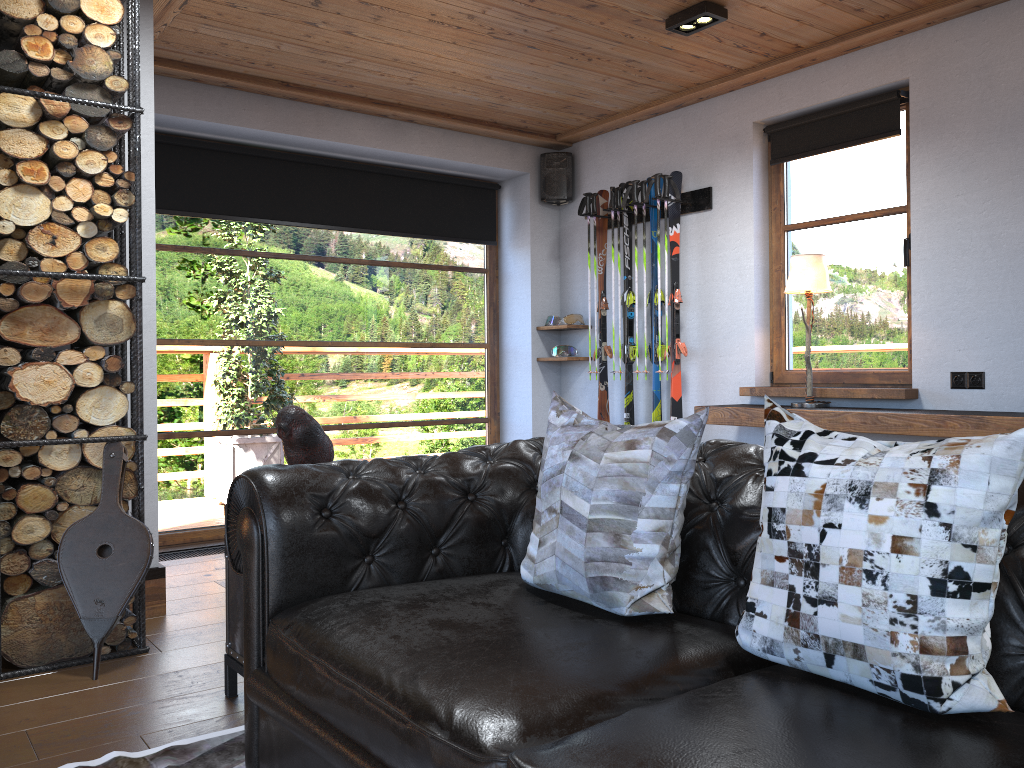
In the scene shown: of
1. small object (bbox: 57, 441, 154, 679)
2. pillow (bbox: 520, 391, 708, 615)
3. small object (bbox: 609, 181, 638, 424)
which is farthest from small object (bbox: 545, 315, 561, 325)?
pillow (bbox: 520, 391, 708, 615)

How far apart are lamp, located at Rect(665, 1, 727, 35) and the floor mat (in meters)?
3.44

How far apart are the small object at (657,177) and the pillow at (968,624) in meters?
3.8

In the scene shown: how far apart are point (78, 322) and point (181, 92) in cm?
221

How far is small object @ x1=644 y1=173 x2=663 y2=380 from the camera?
5.29m

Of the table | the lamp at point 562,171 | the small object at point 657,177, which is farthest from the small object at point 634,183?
the table

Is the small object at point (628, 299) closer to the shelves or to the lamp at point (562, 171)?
the lamp at point (562, 171)

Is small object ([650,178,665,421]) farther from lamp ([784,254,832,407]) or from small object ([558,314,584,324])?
lamp ([784,254,832,407])

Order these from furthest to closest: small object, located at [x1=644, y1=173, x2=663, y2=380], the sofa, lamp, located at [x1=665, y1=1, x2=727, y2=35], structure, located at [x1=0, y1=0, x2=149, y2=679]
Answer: small object, located at [x1=644, y1=173, x2=663, y2=380] → lamp, located at [x1=665, y1=1, x2=727, y2=35] → structure, located at [x1=0, y1=0, x2=149, y2=679] → the sofa

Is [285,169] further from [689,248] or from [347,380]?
[689,248]
